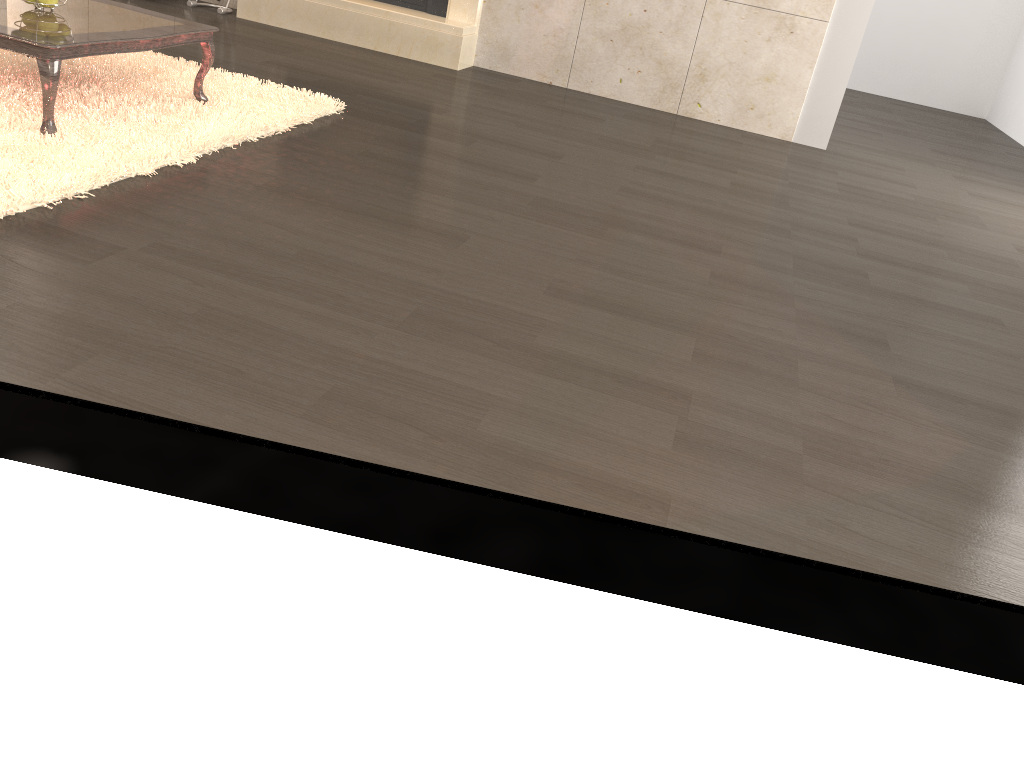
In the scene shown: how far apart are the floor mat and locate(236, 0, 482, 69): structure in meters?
1.6

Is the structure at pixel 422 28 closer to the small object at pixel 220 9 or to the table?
the small object at pixel 220 9

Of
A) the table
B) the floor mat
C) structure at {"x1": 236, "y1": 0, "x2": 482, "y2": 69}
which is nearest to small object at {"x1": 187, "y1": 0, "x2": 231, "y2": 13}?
structure at {"x1": 236, "y1": 0, "x2": 482, "y2": 69}

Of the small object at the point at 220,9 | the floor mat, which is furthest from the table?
the small object at the point at 220,9

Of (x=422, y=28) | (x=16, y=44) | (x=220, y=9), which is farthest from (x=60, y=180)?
(x=220, y=9)

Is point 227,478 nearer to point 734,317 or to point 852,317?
point 734,317

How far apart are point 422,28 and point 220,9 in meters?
1.3

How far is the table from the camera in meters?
2.5 m

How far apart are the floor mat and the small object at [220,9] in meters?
1.8 m

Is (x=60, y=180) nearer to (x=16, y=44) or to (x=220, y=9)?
(x=16, y=44)
